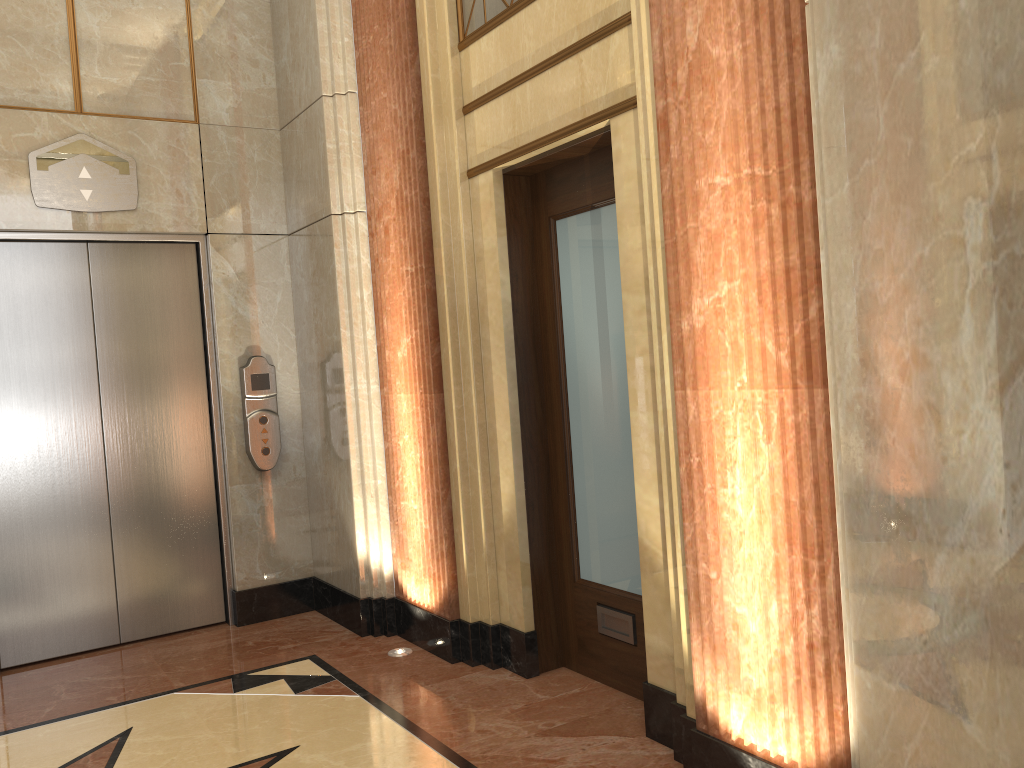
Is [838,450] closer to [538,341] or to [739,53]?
[739,53]

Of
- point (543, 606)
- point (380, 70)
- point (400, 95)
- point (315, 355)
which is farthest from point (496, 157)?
point (543, 606)
